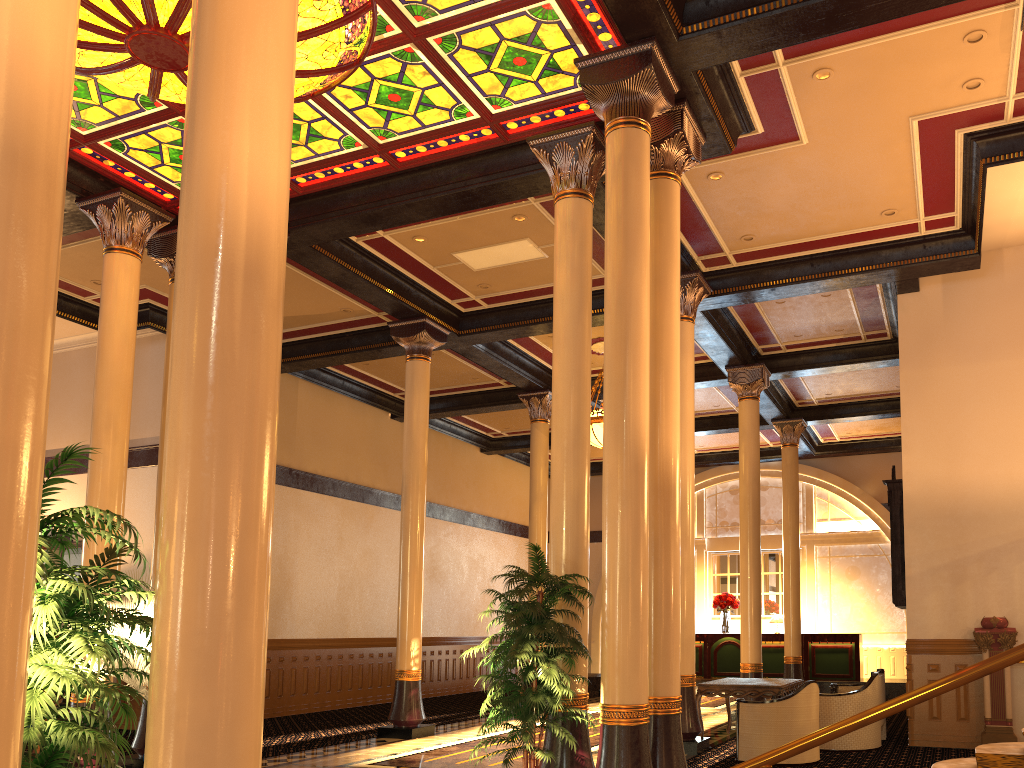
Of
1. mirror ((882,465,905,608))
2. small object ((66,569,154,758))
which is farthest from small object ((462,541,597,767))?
mirror ((882,465,905,608))

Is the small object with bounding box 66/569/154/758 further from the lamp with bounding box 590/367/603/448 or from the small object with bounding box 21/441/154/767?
the lamp with bounding box 590/367/603/448

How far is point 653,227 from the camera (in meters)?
7.72

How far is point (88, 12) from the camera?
6.5 meters

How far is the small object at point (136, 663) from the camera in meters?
8.5

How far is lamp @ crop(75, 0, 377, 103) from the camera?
6.48m

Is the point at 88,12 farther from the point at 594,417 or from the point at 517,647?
the point at 594,417

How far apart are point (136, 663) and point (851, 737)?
7.7 meters

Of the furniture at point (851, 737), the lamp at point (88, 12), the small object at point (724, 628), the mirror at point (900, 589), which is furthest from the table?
the small object at point (724, 628)

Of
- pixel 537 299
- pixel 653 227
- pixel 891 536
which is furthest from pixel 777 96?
pixel 891 536
